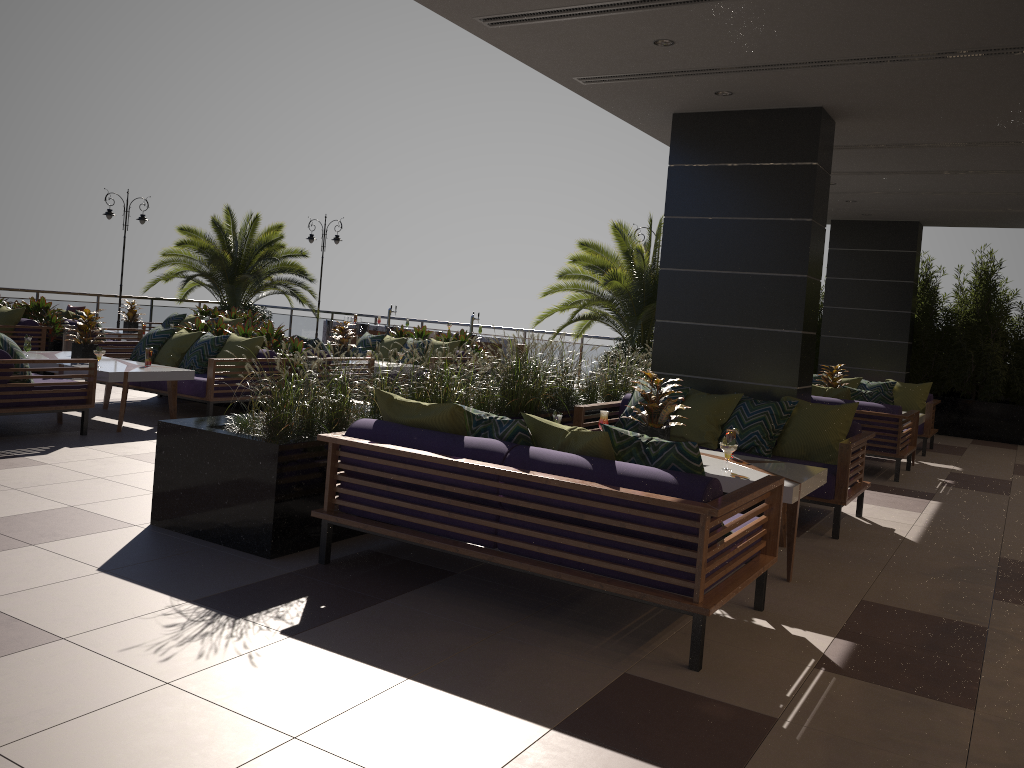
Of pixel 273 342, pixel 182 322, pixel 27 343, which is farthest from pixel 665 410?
pixel 182 322

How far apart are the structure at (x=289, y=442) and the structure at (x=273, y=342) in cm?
316

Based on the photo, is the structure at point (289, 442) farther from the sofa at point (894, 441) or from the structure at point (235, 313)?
Answer: the structure at point (235, 313)

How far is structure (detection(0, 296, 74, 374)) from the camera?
12.16m

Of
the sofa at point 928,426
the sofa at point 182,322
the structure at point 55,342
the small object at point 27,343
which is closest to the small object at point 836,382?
the sofa at point 928,426

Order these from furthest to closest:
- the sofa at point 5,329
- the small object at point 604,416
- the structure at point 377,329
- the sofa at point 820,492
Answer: the structure at point 377,329
the sofa at point 5,329
the small object at point 604,416
the sofa at point 820,492

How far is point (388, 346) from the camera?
13.1m

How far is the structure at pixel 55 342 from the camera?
12.2m

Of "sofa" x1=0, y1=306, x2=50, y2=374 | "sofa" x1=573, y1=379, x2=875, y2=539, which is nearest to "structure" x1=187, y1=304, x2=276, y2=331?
"sofa" x1=0, y1=306, x2=50, y2=374

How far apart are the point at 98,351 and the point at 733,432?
5.9m
